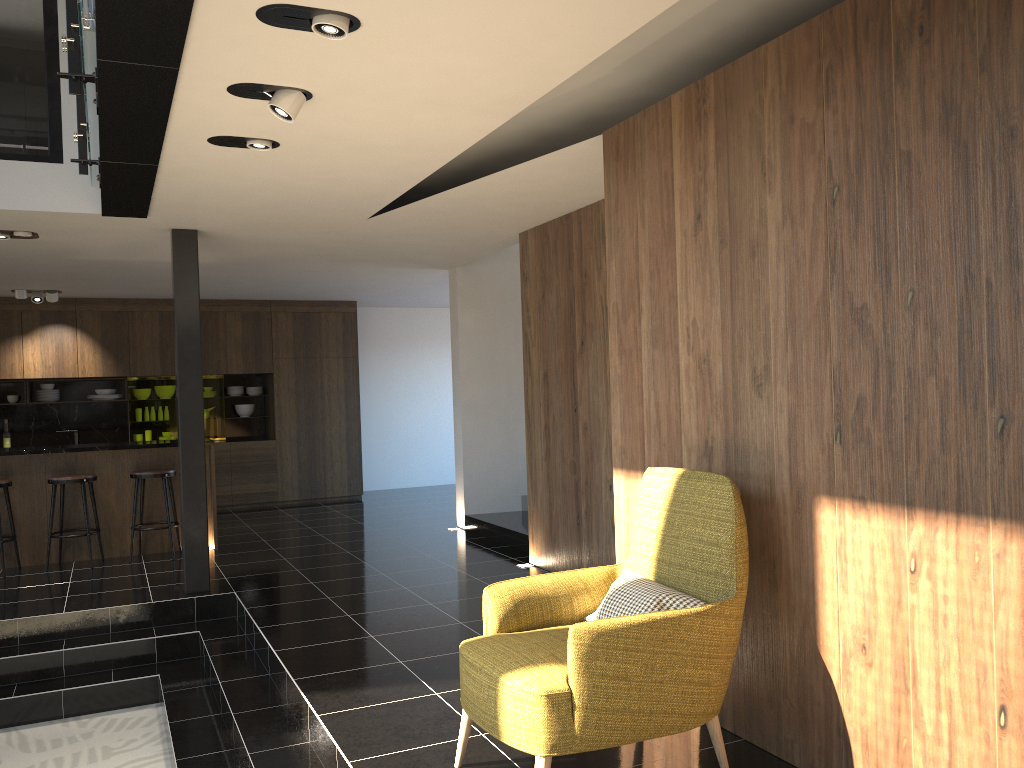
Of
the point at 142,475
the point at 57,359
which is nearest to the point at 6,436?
the point at 57,359

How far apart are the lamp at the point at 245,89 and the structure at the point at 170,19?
0.22m

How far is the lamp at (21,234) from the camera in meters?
6.5

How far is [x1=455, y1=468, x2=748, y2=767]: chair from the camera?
2.84m

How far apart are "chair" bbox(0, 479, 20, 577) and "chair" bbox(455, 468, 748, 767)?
5.79m

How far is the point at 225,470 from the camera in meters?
11.3

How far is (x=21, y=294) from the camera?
9.8m

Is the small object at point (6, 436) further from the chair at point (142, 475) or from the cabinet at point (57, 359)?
the chair at point (142, 475)

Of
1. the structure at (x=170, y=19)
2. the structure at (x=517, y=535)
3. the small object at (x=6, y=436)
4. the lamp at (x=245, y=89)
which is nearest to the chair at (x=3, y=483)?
the structure at (x=170, y=19)

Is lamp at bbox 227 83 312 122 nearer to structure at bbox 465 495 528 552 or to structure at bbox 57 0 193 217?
structure at bbox 57 0 193 217
